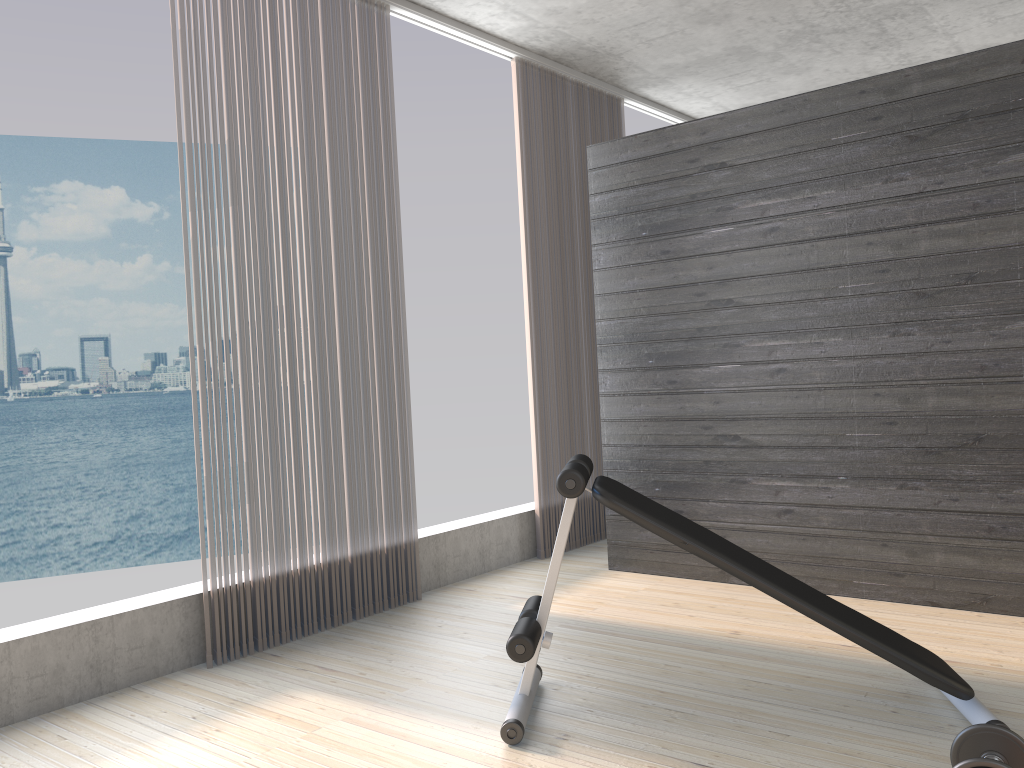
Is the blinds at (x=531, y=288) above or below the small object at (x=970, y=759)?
above

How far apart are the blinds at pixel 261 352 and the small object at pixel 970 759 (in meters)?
2.41

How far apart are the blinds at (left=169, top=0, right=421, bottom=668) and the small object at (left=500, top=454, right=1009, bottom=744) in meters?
1.2 m

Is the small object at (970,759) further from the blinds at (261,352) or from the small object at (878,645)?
the blinds at (261,352)

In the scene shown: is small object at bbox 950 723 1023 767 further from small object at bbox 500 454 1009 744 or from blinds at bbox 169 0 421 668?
blinds at bbox 169 0 421 668

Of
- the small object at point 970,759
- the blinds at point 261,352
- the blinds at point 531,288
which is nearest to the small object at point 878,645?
the small object at point 970,759

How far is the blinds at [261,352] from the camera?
3.46m

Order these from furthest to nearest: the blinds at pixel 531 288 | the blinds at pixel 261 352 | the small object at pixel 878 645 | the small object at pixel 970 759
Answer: the blinds at pixel 531 288
the blinds at pixel 261 352
the small object at pixel 878 645
the small object at pixel 970 759

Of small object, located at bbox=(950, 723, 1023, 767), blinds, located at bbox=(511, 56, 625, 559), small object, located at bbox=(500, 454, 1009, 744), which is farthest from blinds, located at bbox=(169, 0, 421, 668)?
small object, located at bbox=(950, 723, 1023, 767)

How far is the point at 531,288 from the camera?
4.8 meters
